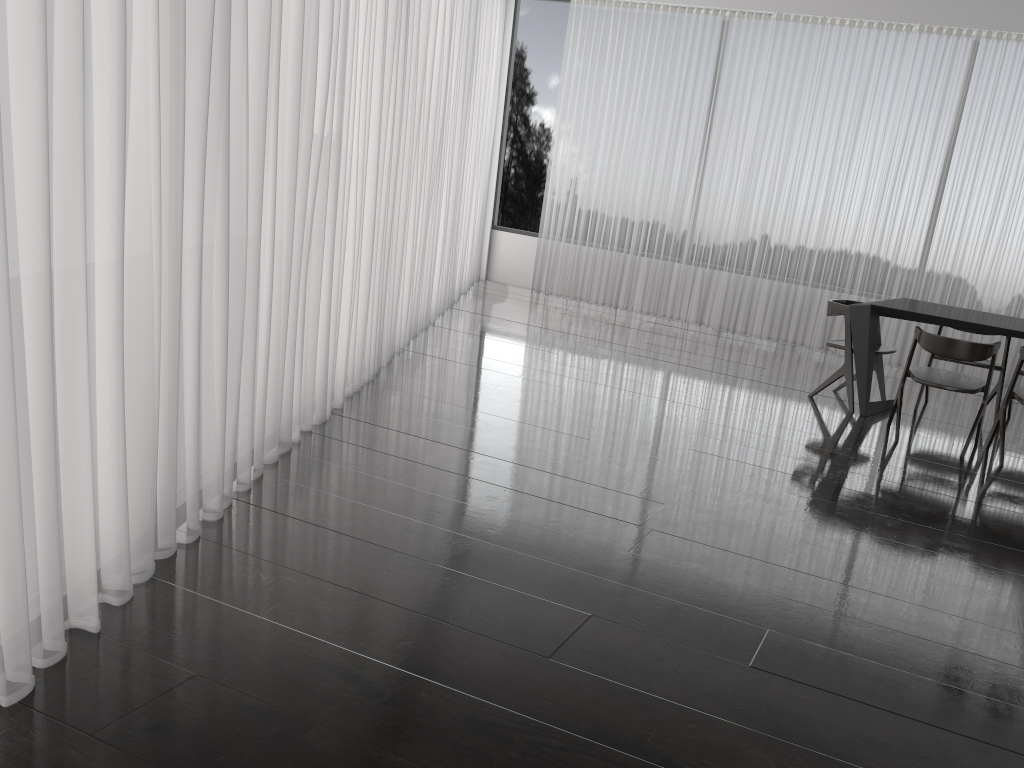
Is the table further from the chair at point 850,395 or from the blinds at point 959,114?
the blinds at point 959,114

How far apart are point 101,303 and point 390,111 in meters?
2.8 m

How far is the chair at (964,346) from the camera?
4.70m

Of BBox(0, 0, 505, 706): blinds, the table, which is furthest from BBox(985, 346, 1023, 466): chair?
BBox(0, 0, 505, 706): blinds

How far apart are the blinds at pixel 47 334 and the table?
2.7m

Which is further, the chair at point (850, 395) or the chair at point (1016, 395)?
the chair at point (850, 395)

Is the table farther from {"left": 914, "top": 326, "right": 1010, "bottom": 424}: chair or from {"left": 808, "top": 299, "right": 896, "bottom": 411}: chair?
{"left": 914, "top": 326, "right": 1010, "bottom": 424}: chair

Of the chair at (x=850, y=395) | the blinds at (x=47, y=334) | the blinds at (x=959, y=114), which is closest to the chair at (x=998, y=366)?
the chair at (x=850, y=395)

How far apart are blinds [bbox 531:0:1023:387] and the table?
1.8m

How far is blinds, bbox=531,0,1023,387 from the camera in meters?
7.1
